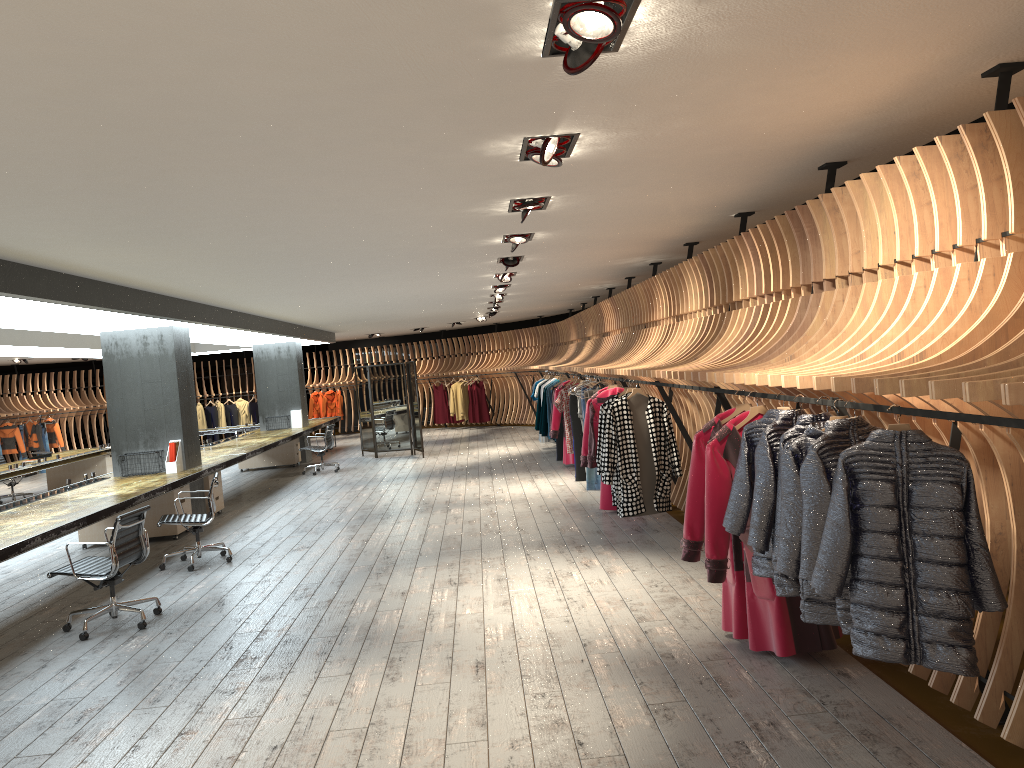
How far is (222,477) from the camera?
16.99m

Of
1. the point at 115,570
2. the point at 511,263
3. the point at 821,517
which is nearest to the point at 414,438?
the point at 511,263

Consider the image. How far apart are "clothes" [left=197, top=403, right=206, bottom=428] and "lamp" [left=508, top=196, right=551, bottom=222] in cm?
2057

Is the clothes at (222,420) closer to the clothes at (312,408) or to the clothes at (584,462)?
the clothes at (312,408)

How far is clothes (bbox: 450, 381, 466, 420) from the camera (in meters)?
23.82

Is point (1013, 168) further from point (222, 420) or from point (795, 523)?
point (222, 420)

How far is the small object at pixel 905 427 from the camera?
3.2 meters

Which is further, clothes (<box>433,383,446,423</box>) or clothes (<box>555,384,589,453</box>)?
clothes (<box>433,383,446,423</box>)

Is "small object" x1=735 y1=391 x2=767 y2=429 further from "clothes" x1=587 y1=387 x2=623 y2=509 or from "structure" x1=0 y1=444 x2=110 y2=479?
"structure" x1=0 y1=444 x2=110 y2=479

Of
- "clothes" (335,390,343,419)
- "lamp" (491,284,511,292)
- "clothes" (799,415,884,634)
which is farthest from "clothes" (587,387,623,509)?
"clothes" (335,390,343,419)
